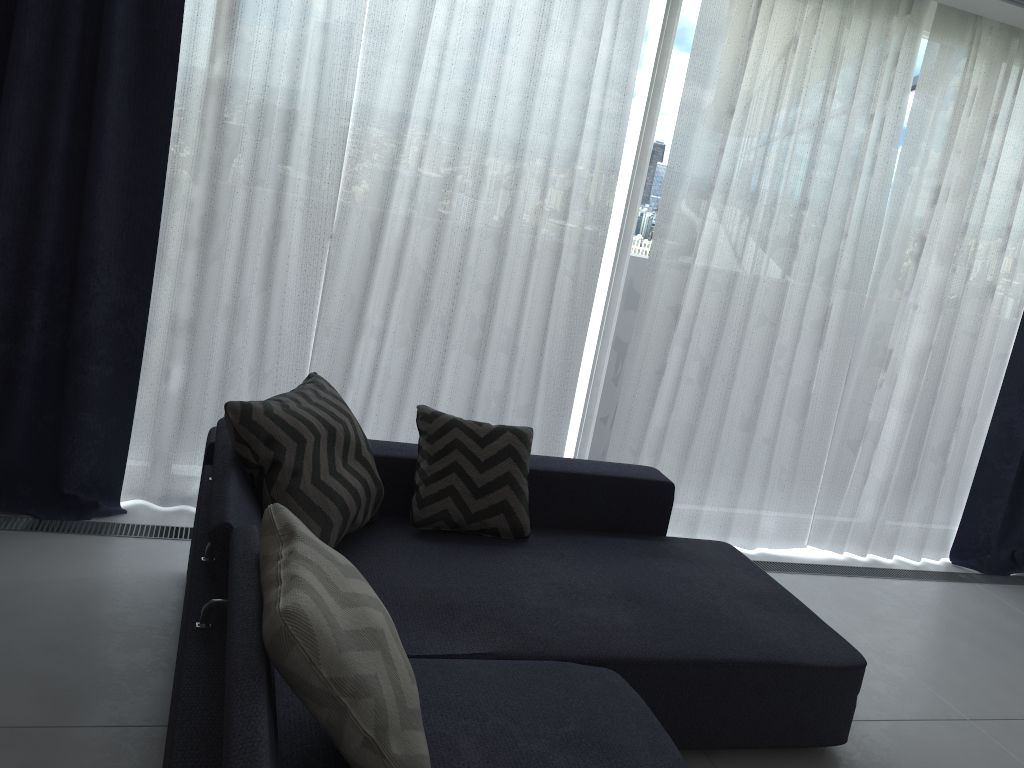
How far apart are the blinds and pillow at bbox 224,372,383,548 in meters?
0.6

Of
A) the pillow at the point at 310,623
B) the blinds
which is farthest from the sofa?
the blinds

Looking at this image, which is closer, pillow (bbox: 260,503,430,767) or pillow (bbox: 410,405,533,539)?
pillow (bbox: 260,503,430,767)

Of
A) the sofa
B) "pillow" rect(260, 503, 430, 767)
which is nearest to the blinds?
the sofa

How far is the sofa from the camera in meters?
1.7

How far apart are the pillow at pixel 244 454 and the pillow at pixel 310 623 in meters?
0.5 m

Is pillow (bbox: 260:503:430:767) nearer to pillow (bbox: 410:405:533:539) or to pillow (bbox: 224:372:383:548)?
pillow (bbox: 224:372:383:548)

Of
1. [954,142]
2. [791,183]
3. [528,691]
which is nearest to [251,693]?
[528,691]

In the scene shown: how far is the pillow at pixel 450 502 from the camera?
2.80m

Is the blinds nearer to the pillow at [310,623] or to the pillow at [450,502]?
the pillow at [450,502]
